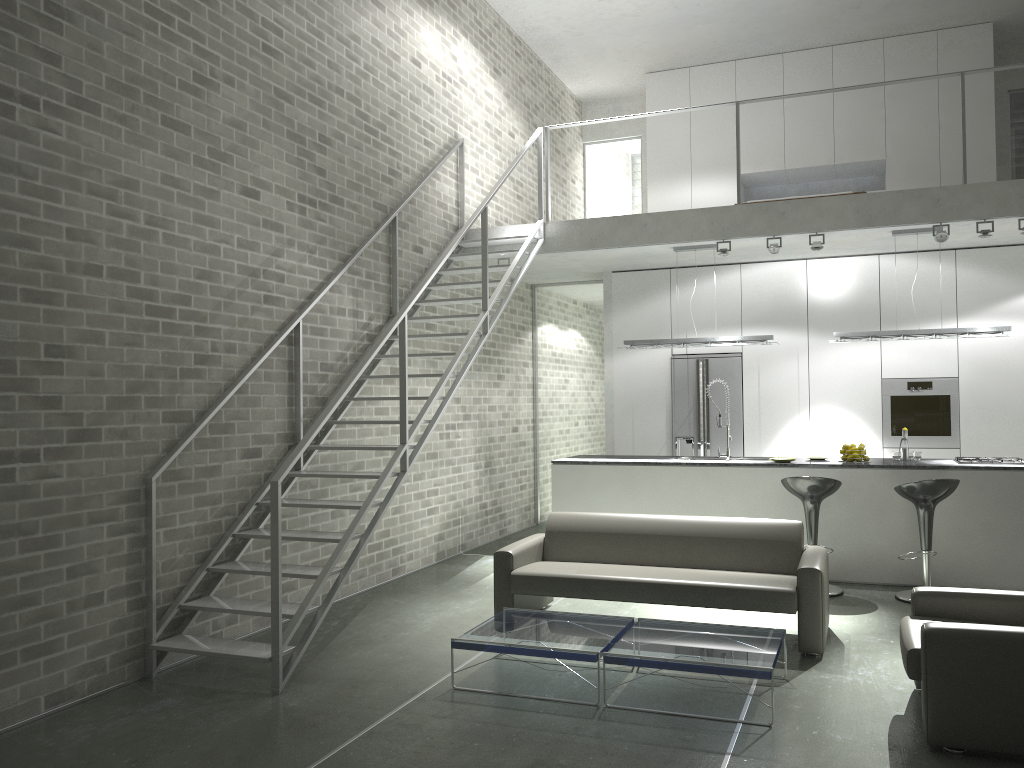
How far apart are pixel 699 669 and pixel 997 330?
4.9m

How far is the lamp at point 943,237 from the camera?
7.4 meters

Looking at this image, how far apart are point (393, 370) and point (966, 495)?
4.8 meters

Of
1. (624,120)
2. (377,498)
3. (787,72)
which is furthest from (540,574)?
(624,120)

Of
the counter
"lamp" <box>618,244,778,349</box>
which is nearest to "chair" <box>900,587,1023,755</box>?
the counter

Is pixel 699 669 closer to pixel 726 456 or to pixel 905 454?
pixel 726 456

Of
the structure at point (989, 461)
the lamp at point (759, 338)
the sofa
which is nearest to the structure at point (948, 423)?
the structure at point (989, 461)

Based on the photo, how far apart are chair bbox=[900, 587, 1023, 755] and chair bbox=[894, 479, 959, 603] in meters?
2.1

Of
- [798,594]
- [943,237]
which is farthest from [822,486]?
[943,237]

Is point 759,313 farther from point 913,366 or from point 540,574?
point 540,574
